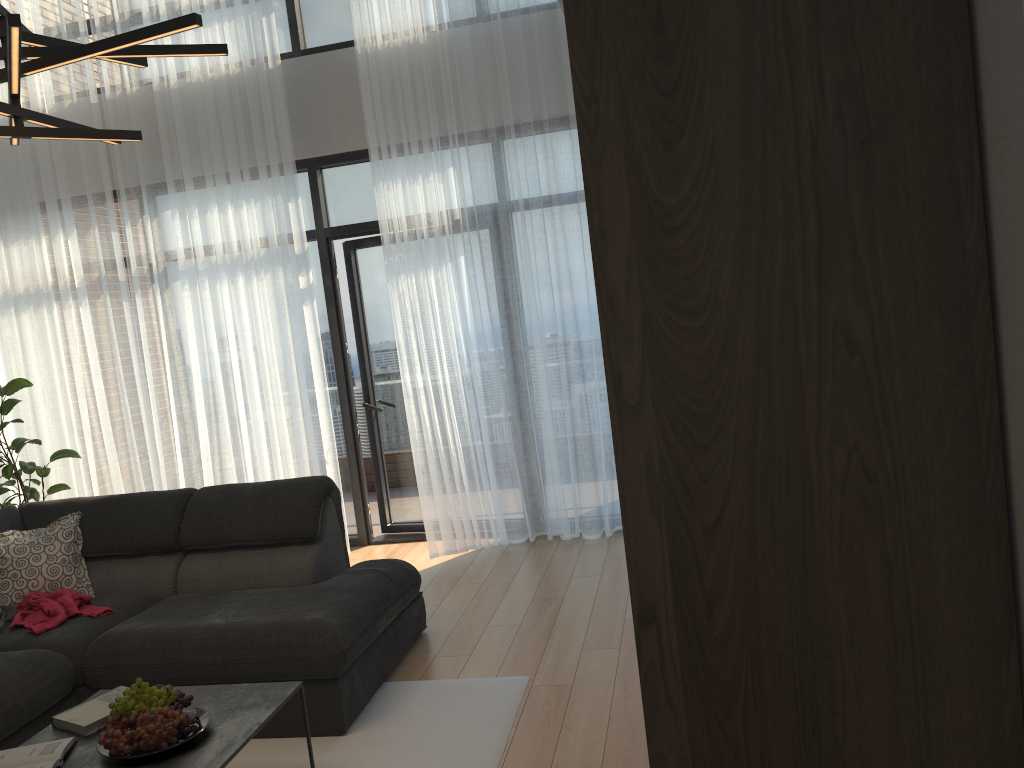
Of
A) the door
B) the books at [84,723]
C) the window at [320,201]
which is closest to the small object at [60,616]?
the books at [84,723]

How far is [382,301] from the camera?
5.8m

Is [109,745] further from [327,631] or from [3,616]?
[3,616]

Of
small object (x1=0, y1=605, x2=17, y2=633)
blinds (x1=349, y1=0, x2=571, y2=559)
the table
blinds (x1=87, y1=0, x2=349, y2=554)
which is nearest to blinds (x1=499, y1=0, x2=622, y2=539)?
blinds (x1=349, y1=0, x2=571, y2=559)

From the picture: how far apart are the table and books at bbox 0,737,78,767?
0.0m

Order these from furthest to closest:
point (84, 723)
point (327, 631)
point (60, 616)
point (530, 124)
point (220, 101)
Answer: point (220, 101) → point (530, 124) → point (60, 616) → point (327, 631) → point (84, 723)

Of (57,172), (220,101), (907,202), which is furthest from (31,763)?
(57,172)

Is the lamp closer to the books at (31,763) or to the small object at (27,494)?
the books at (31,763)

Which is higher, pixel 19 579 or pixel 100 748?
pixel 19 579

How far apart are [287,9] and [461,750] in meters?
4.6 m
